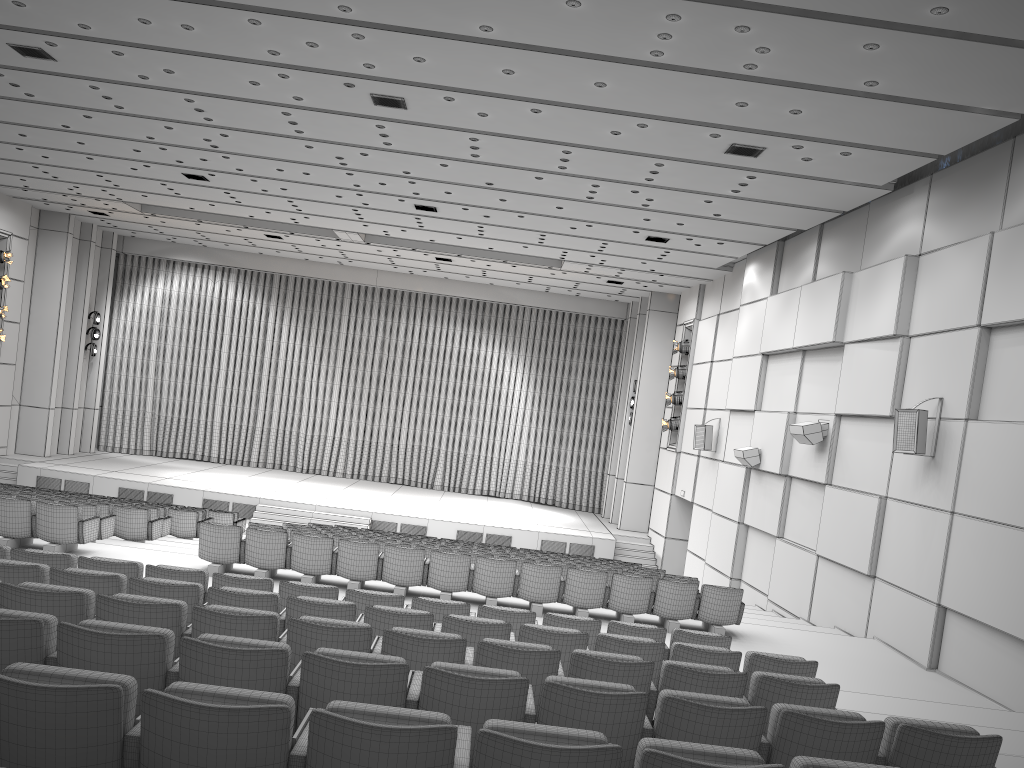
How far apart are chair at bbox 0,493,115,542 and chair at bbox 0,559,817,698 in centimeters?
556cm

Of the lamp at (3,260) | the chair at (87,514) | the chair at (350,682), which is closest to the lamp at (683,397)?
the chair at (87,514)

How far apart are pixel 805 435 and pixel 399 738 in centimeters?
1190cm

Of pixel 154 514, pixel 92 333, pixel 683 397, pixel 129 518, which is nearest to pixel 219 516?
pixel 154 514

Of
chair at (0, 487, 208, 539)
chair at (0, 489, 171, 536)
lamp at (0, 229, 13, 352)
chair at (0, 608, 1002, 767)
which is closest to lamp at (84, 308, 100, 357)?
lamp at (0, 229, 13, 352)

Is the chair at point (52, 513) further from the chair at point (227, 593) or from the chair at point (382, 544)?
the chair at point (227, 593)

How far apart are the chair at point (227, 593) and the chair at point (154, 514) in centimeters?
771cm

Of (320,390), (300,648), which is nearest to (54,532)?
(300,648)

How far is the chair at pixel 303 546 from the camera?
10.4 meters

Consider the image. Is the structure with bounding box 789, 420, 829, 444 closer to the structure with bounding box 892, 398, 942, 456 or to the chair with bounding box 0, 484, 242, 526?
the structure with bounding box 892, 398, 942, 456
